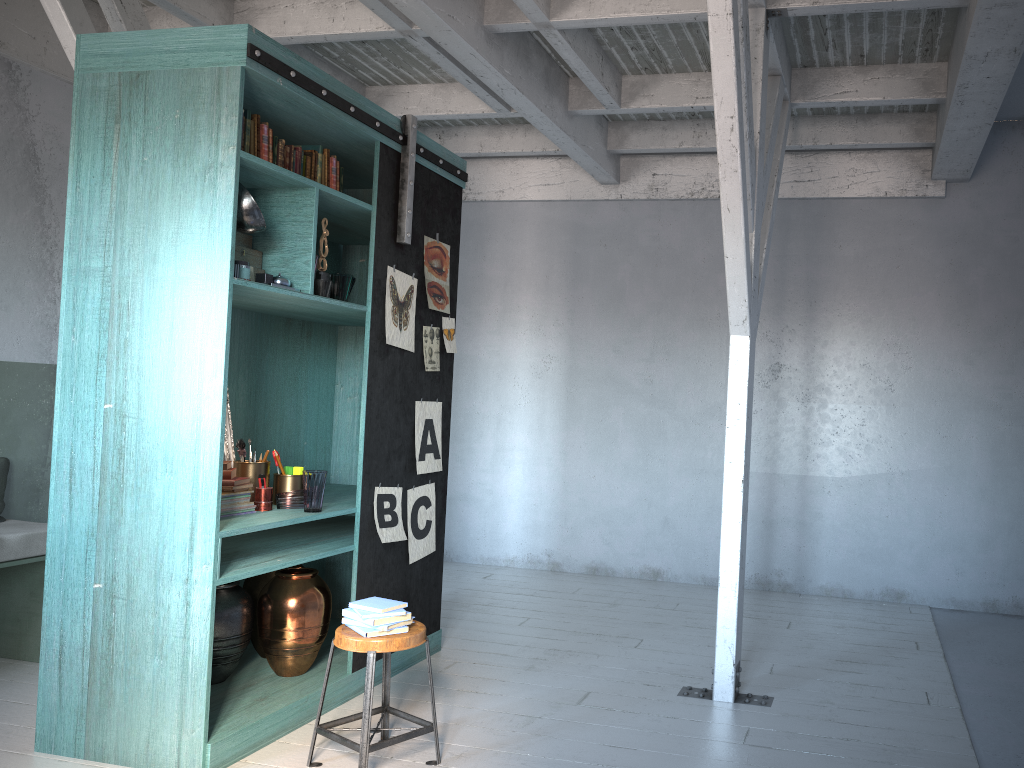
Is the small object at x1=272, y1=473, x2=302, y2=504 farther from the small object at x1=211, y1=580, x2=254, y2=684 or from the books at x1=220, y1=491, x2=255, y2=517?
the small object at x1=211, y1=580, x2=254, y2=684

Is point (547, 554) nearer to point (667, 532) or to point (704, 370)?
point (667, 532)

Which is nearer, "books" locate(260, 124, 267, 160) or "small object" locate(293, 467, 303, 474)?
"books" locate(260, 124, 267, 160)

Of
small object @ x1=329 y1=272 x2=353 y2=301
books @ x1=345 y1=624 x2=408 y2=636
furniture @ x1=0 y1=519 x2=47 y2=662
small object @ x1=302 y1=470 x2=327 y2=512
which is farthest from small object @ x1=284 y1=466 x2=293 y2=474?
furniture @ x1=0 y1=519 x2=47 y2=662

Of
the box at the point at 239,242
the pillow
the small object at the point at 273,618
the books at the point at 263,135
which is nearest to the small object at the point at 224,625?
the small object at the point at 273,618

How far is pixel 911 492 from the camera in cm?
769

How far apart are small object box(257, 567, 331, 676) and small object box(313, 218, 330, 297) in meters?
1.7

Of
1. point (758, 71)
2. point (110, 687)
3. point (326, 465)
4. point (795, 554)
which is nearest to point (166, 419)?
point (110, 687)

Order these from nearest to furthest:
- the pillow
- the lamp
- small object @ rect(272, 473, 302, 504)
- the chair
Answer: the chair
the lamp
small object @ rect(272, 473, 302, 504)
the pillow

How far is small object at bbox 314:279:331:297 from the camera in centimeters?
483cm
